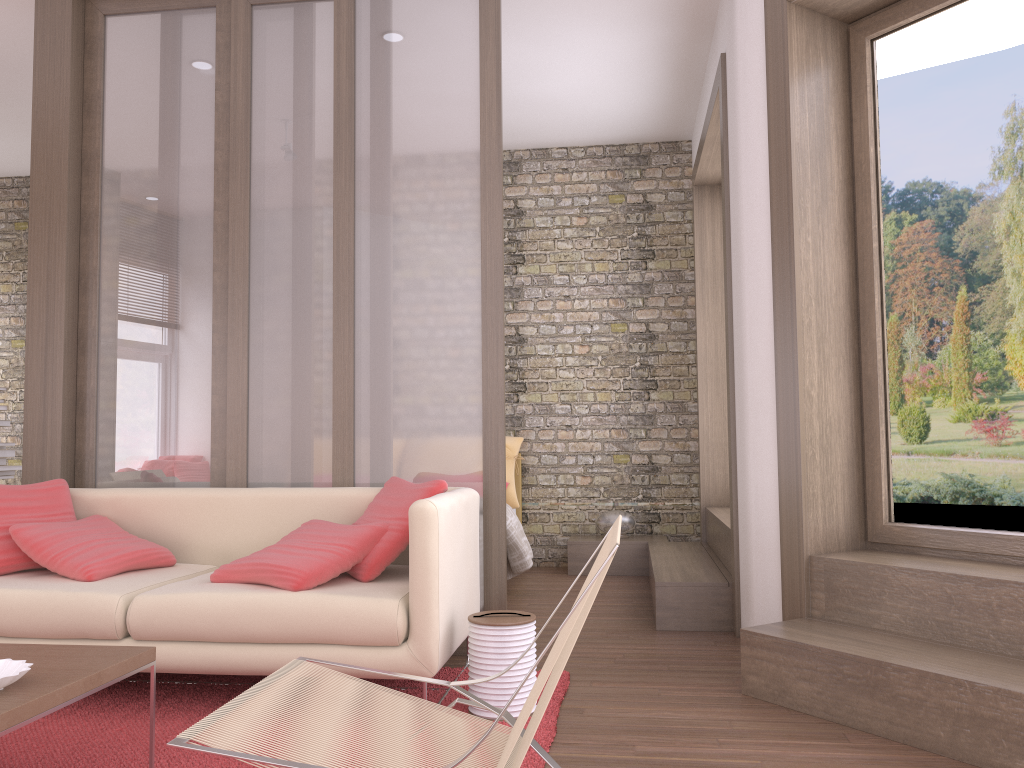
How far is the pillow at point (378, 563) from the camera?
3.3 meters

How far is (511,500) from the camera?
6.45m

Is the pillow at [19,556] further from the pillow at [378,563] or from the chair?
the chair

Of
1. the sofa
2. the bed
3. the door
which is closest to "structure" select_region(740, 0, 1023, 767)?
the door

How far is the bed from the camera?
5.31m

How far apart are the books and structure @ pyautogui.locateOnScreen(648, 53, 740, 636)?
3.8m

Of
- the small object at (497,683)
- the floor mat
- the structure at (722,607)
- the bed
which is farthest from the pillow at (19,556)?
the structure at (722,607)

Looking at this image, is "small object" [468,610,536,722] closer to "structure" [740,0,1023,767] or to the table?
"structure" [740,0,1023,767]

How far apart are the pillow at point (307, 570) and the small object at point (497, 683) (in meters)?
0.48

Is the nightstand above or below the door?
below
